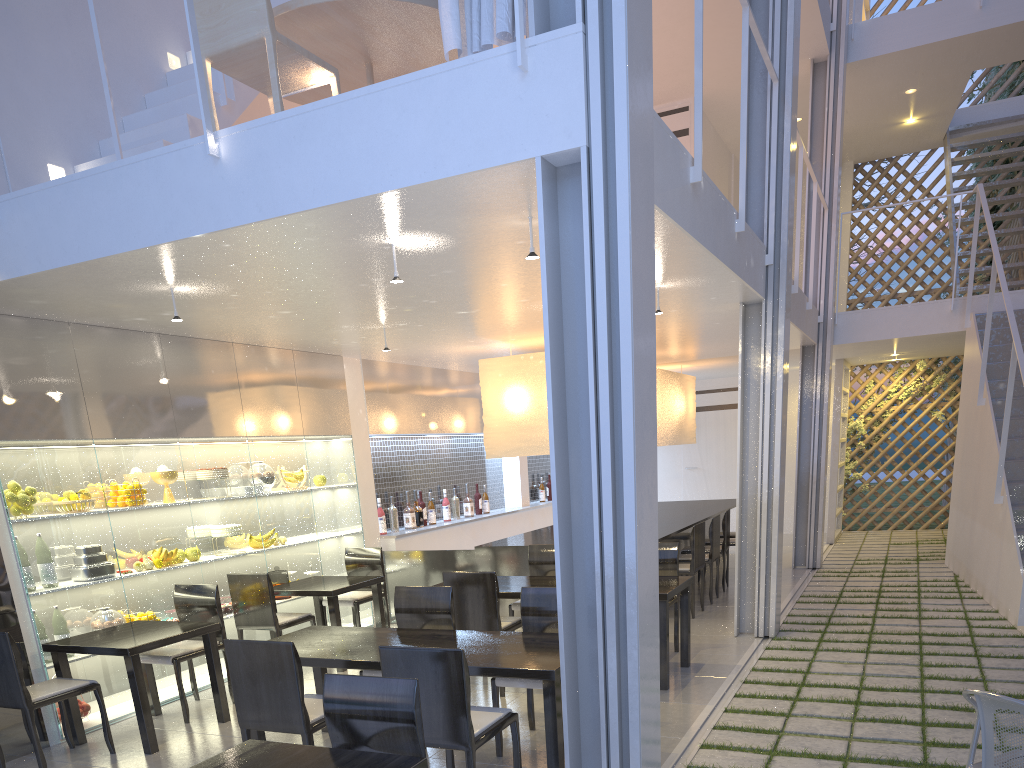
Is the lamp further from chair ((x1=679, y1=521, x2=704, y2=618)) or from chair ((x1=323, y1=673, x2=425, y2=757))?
chair ((x1=323, y1=673, x2=425, y2=757))

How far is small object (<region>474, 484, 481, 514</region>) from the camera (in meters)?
5.14

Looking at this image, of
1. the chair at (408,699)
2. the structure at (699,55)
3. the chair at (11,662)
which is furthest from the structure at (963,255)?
the chair at (11,662)

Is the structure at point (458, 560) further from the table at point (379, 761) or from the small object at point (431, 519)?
the table at point (379, 761)

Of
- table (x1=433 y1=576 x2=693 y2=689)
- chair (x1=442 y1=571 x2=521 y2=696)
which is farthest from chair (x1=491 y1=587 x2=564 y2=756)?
table (x1=433 y1=576 x2=693 y2=689)

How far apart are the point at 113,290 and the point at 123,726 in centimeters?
125cm

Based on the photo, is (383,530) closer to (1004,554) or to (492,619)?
(492,619)

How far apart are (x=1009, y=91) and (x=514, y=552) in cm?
561

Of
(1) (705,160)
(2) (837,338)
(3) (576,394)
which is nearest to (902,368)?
(2) (837,338)

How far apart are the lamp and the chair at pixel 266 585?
1.13m
